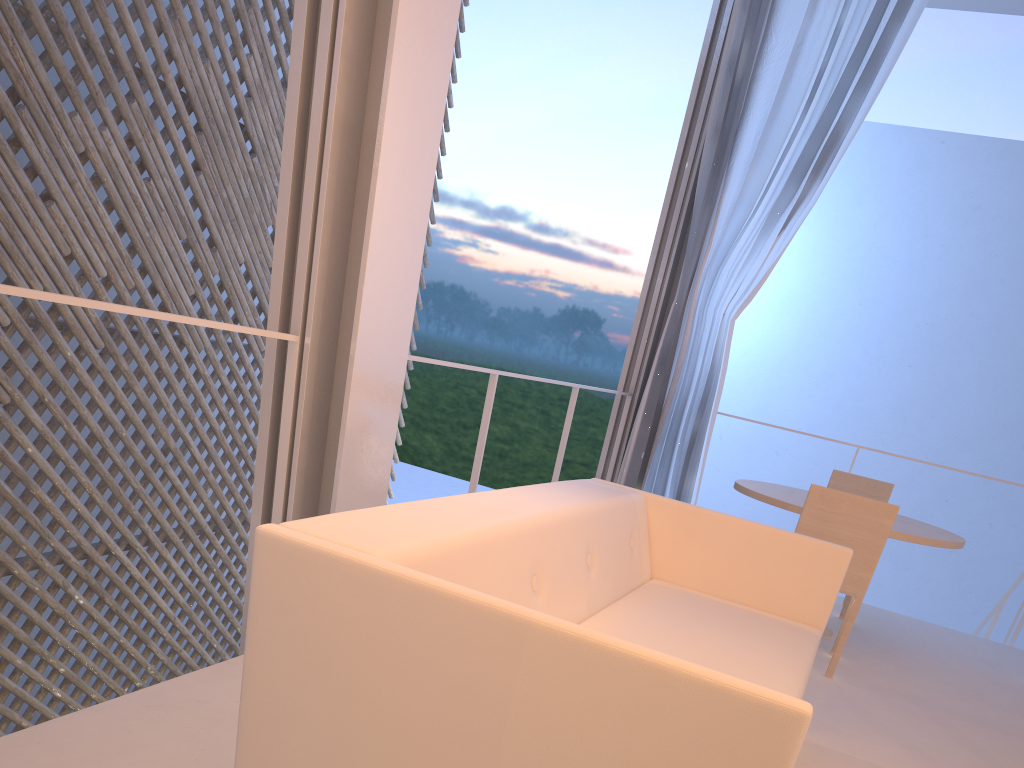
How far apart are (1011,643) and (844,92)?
1.8 meters

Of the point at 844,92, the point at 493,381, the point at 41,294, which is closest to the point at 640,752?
the point at 41,294

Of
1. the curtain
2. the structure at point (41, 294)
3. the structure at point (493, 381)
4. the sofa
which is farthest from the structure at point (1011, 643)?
the structure at point (41, 294)

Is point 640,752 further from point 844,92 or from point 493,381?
point 844,92

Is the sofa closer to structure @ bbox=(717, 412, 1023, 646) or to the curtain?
the curtain

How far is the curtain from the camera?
2.8 meters

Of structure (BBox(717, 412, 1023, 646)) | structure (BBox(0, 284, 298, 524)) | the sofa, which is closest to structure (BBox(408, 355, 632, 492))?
the sofa

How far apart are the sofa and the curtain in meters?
1.4

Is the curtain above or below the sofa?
above

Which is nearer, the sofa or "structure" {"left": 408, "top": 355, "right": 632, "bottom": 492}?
the sofa
